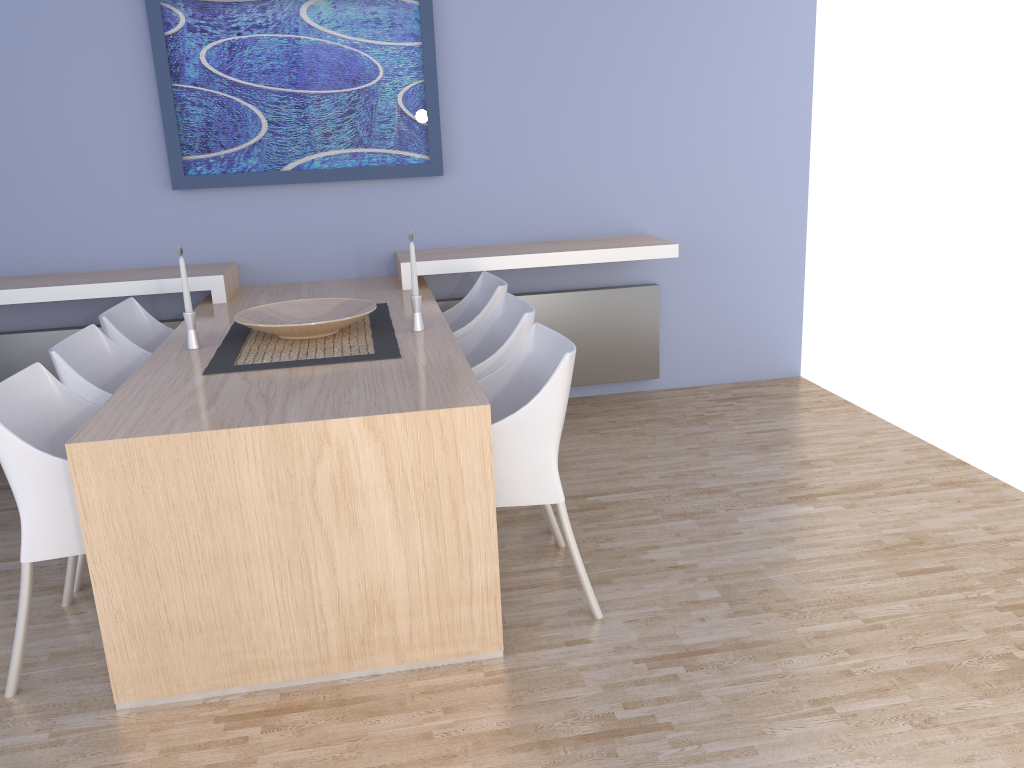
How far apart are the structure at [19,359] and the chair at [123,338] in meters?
0.5 m

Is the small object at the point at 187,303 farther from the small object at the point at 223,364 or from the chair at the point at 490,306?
the chair at the point at 490,306

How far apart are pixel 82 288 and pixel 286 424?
2.1 meters

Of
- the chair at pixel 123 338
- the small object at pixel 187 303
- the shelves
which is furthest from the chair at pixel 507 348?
the chair at pixel 123 338

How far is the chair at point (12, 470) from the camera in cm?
222

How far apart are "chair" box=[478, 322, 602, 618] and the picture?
1.74m

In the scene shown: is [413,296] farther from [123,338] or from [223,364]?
[123,338]

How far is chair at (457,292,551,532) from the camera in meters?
3.0

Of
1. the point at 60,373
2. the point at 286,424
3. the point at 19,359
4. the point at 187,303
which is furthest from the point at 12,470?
the point at 19,359

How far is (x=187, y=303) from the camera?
3.0 meters
